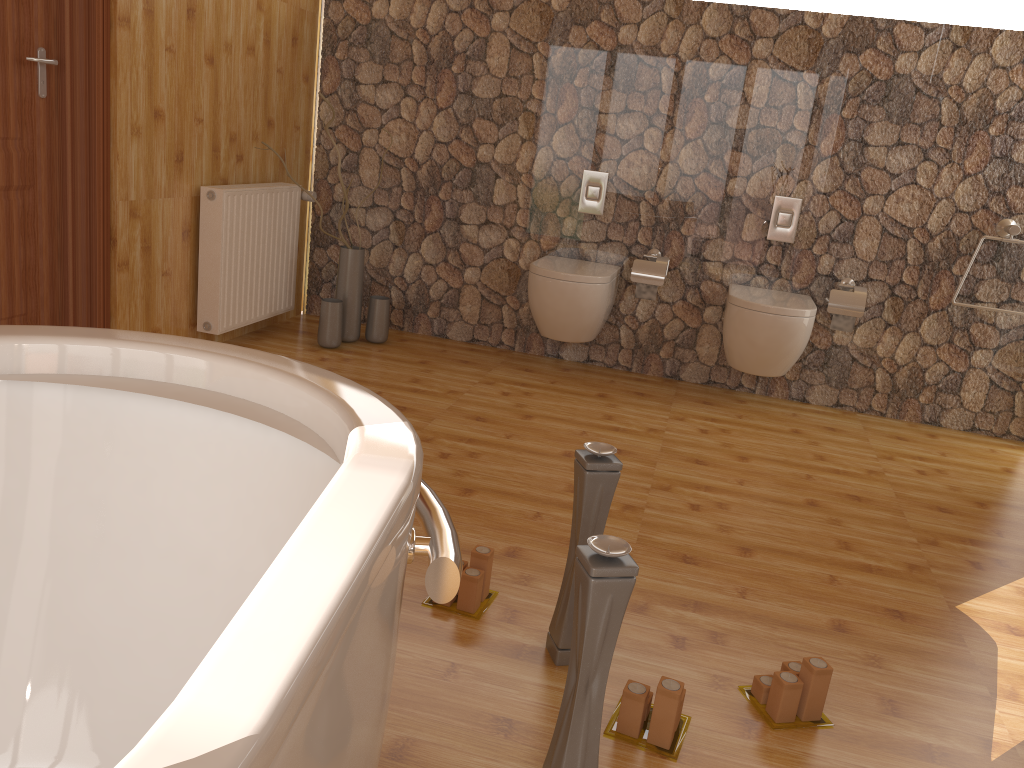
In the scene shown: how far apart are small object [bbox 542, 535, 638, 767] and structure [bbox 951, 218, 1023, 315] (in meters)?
3.12

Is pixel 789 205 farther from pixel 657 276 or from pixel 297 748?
pixel 297 748

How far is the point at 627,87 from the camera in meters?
4.0 m

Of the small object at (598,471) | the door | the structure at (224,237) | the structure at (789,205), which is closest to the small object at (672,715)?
the small object at (598,471)

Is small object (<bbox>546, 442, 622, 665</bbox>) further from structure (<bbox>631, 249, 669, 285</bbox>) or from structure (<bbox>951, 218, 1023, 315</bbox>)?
structure (<bbox>951, 218, 1023, 315</bbox>)

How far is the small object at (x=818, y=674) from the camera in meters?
1.8

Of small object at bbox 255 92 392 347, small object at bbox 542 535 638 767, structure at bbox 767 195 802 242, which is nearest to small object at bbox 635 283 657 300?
structure at bbox 767 195 802 242

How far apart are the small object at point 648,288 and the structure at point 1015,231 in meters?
1.5 m

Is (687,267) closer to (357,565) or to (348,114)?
(348,114)

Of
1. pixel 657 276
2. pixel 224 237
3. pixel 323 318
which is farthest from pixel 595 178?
pixel 224 237
